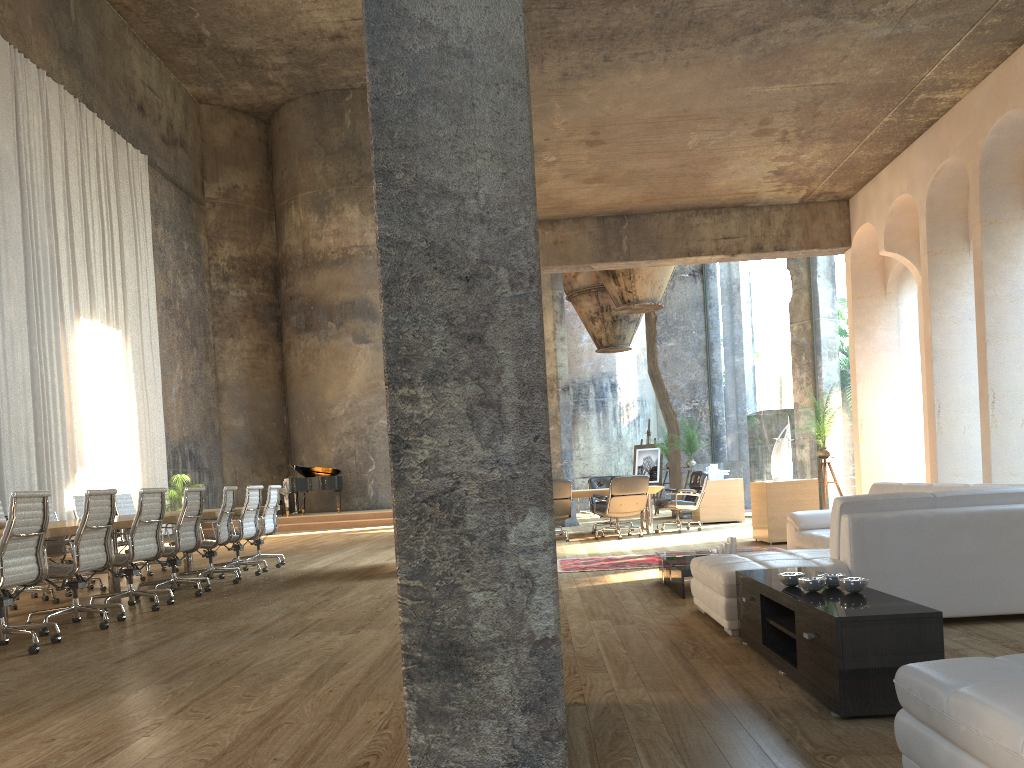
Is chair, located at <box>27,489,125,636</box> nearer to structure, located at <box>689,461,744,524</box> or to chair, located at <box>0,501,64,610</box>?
chair, located at <box>0,501,64,610</box>

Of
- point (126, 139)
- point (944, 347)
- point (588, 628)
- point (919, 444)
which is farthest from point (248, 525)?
point (919, 444)

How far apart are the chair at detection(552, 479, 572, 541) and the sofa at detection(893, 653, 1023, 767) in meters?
9.7 m

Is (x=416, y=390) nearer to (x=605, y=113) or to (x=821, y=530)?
(x=821, y=530)

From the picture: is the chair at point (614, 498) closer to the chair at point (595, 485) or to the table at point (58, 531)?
the chair at point (595, 485)

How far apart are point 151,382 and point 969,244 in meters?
16.8

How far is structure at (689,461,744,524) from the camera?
14.3 meters

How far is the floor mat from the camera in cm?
852

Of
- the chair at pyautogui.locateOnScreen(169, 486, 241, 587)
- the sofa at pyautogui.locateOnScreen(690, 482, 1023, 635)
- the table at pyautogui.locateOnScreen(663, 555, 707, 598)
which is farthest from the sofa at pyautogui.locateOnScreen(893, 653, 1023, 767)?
the chair at pyautogui.locateOnScreen(169, 486, 241, 587)

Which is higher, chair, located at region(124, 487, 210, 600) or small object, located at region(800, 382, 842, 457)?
small object, located at region(800, 382, 842, 457)
